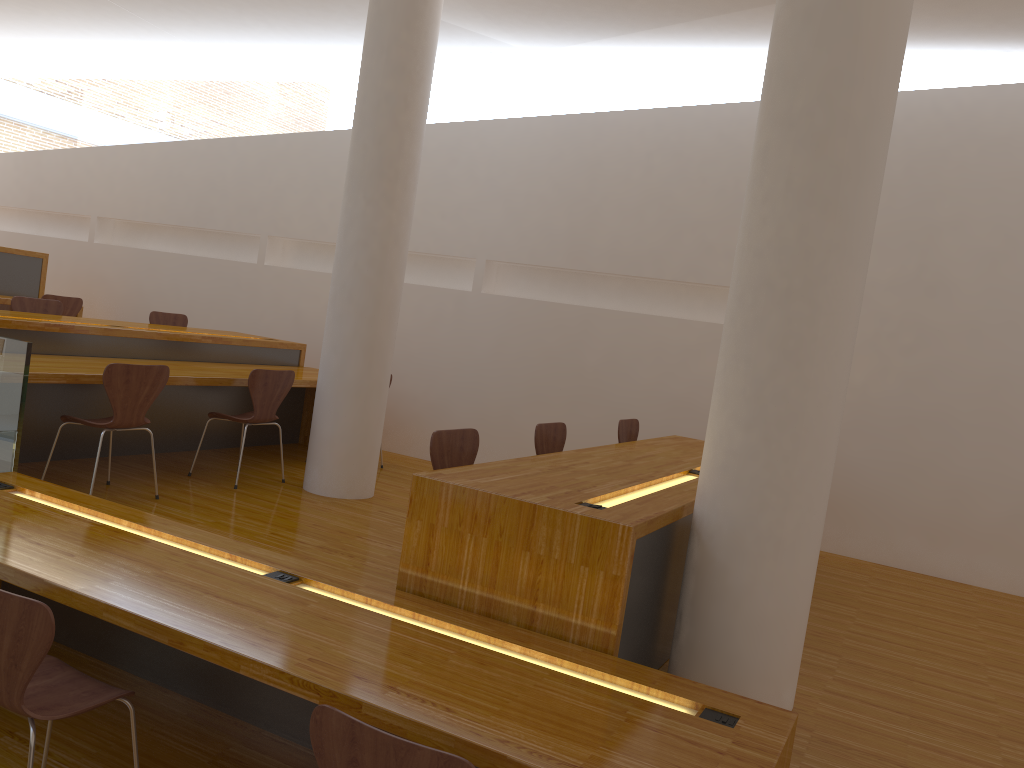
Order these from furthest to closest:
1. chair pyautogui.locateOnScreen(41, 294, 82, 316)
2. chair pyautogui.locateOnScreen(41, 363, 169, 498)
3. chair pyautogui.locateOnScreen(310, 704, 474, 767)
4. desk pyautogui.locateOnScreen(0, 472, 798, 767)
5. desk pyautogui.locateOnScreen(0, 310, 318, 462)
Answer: chair pyautogui.locateOnScreen(41, 294, 82, 316) < desk pyautogui.locateOnScreen(0, 310, 318, 462) < chair pyautogui.locateOnScreen(41, 363, 169, 498) < desk pyautogui.locateOnScreen(0, 472, 798, 767) < chair pyautogui.locateOnScreen(310, 704, 474, 767)

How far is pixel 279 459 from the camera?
6.2m

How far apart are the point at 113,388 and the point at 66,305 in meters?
3.8 m

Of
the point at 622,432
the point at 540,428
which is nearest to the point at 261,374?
the point at 540,428

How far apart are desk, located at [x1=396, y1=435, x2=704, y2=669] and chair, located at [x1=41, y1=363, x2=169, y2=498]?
2.0 meters

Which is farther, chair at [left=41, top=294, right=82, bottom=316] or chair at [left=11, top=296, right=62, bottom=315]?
chair at [left=41, top=294, right=82, bottom=316]

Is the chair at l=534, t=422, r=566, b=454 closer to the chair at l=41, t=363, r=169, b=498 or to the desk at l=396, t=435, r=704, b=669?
the desk at l=396, t=435, r=704, b=669

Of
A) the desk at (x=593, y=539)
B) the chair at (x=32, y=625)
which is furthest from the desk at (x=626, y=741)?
the chair at (x=32, y=625)

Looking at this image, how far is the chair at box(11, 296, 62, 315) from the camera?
6.0 meters

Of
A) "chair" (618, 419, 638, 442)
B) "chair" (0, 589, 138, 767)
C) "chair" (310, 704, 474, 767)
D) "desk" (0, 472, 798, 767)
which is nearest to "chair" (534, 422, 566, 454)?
"chair" (618, 419, 638, 442)
